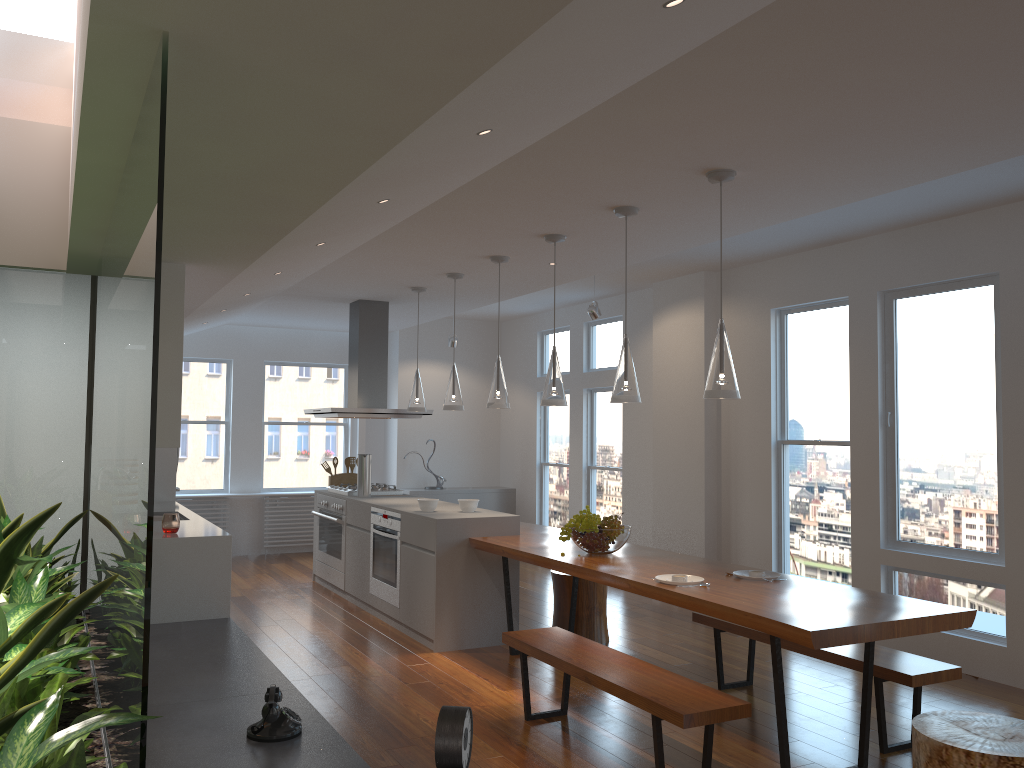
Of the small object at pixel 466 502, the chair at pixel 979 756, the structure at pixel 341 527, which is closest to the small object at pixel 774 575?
the chair at pixel 979 756

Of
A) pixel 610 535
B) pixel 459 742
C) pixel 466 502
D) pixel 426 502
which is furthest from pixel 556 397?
pixel 459 742

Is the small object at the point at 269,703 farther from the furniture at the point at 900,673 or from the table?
the furniture at the point at 900,673

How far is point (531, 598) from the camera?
7.4m

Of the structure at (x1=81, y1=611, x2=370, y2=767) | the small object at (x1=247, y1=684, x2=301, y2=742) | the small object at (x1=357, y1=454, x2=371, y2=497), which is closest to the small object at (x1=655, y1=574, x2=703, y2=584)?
the structure at (x1=81, y1=611, x2=370, y2=767)

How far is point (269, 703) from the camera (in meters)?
2.86

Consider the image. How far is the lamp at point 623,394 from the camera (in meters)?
4.41

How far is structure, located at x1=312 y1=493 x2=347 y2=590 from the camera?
7.38m

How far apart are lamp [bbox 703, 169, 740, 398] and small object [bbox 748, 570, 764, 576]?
1.0m

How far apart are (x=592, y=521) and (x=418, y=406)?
2.48m
